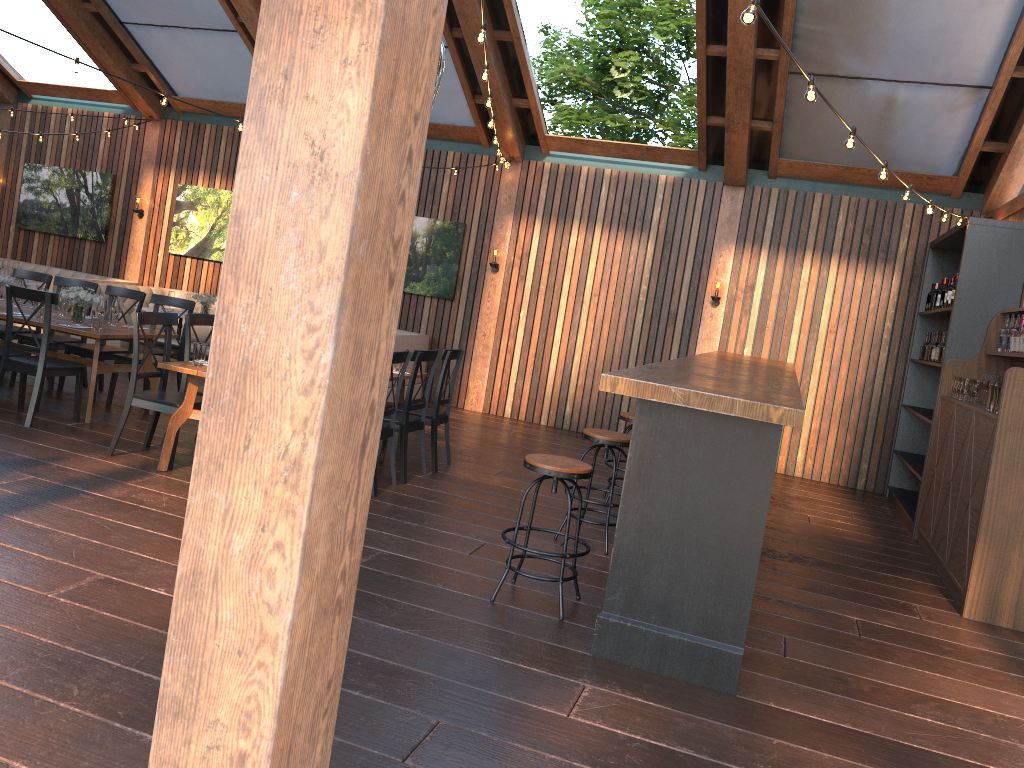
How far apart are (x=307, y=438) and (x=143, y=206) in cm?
1246

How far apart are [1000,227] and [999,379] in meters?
1.5 m

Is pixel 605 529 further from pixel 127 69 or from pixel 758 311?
pixel 127 69

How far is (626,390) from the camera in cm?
384

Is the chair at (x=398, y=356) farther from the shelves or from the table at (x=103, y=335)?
the shelves

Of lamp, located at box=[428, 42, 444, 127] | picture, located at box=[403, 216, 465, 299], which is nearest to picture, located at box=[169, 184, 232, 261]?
picture, located at box=[403, 216, 465, 299]

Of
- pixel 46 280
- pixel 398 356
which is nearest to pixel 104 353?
pixel 46 280

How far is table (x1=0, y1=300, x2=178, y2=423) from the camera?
7.0 meters

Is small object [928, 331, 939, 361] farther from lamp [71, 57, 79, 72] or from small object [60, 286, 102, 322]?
lamp [71, 57, 79, 72]

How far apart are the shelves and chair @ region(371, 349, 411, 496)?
4.7 meters
